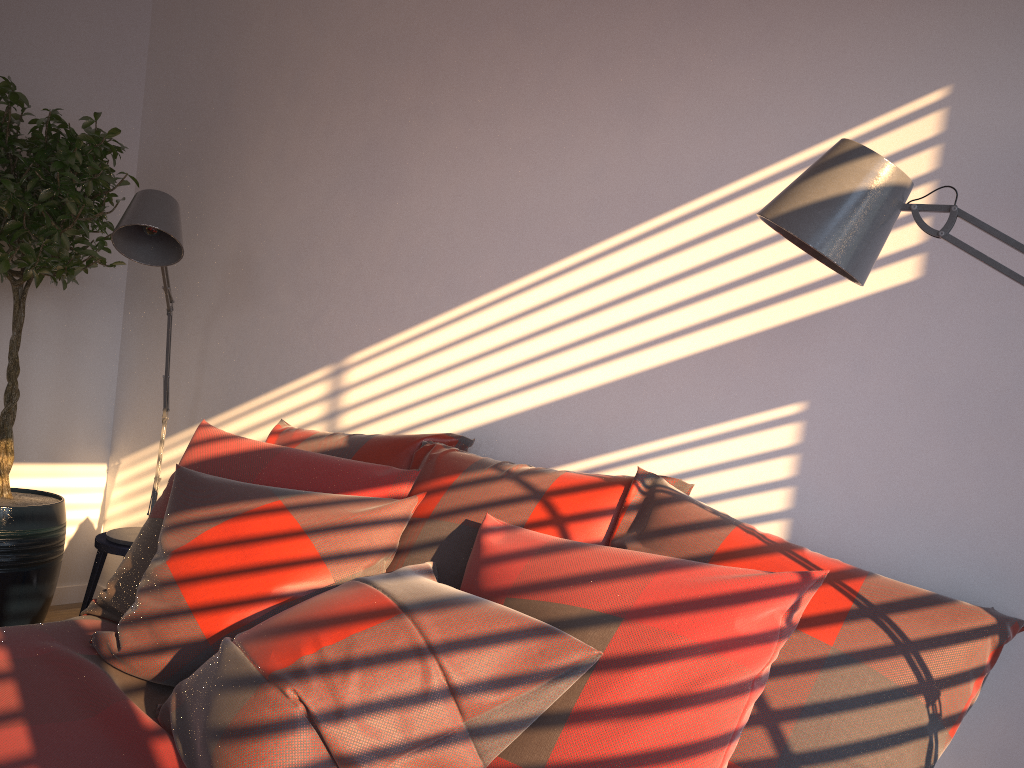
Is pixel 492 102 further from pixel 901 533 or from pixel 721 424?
pixel 901 533

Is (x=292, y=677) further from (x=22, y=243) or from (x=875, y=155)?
(x=22, y=243)

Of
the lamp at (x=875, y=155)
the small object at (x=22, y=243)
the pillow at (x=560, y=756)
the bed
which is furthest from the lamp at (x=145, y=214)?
the lamp at (x=875, y=155)

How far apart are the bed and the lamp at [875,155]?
1.2m

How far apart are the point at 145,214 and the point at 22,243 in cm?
84

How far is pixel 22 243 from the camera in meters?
3.0

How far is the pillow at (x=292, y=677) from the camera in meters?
1.3

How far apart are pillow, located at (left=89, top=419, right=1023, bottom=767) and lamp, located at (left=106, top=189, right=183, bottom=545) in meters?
0.6 m

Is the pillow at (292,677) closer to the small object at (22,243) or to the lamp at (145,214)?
the lamp at (145,214)

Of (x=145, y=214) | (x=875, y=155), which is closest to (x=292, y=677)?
(x=875, y=155)
